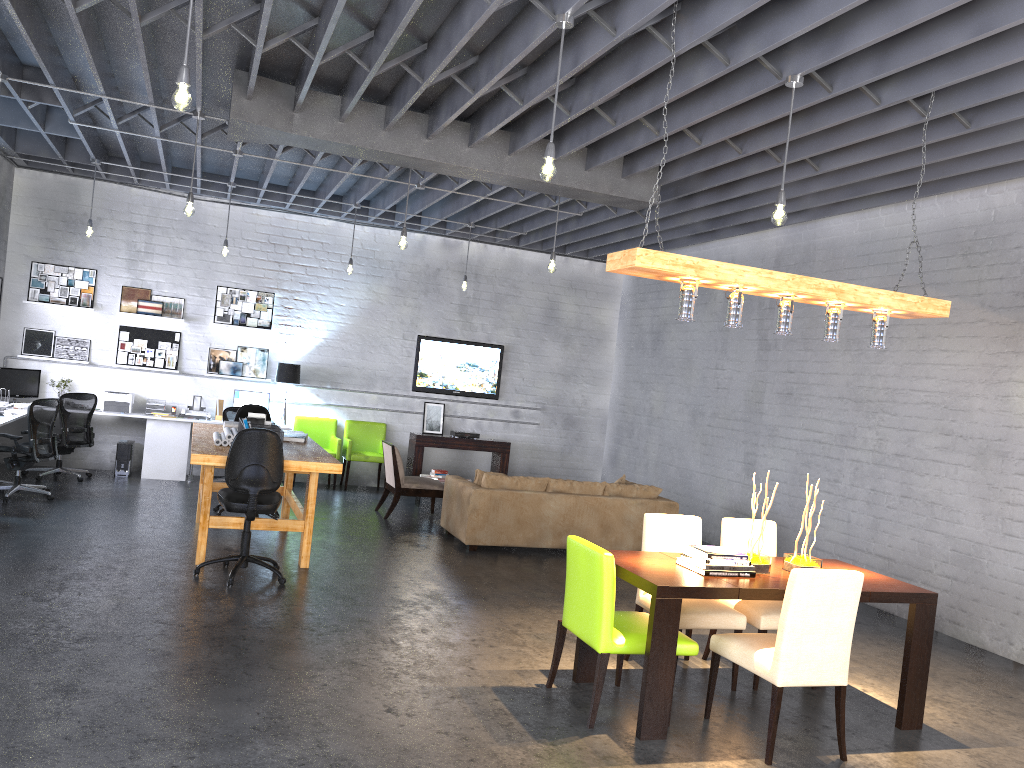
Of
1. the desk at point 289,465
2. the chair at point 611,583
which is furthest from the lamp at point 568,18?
the desk at point 289,465

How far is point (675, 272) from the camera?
4.7 meters

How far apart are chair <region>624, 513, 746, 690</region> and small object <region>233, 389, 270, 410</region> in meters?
7.4 m

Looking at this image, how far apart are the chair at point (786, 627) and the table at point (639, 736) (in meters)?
0.24

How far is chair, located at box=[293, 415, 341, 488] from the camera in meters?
12.1 m

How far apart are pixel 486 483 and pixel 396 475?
1.58m

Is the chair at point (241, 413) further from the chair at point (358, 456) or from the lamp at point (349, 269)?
the chair at point (358, 456)

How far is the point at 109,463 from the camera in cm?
1143

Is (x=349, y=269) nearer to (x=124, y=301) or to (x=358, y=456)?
(x=358, y=456)

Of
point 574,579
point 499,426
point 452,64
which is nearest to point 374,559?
point 574,579
